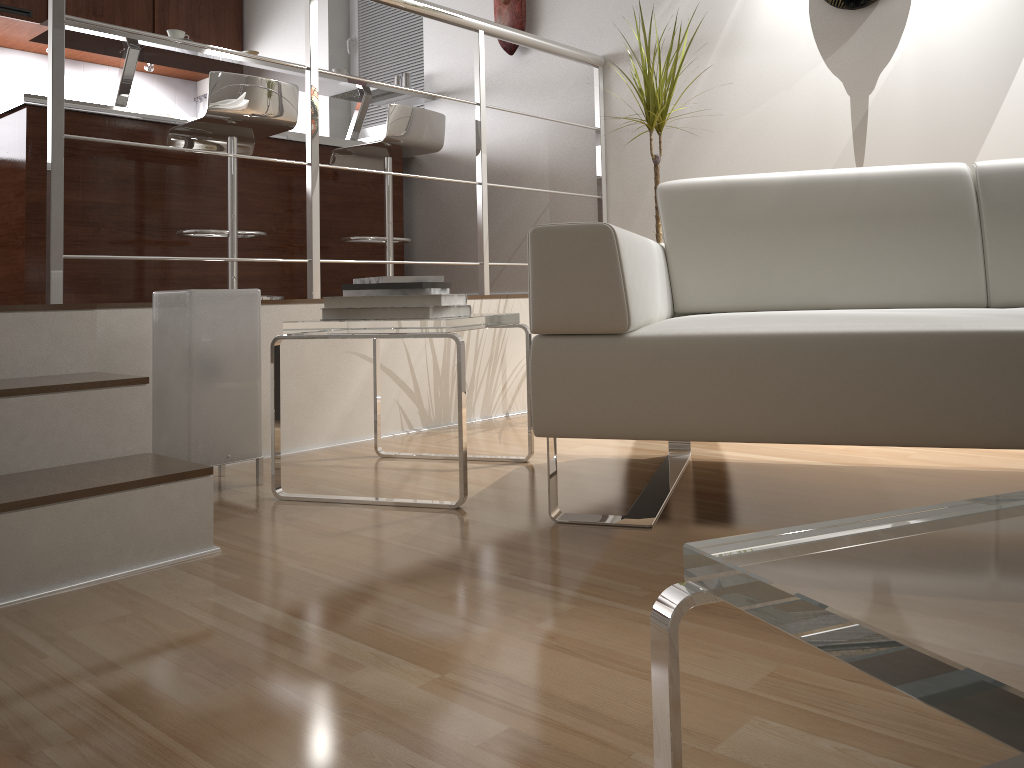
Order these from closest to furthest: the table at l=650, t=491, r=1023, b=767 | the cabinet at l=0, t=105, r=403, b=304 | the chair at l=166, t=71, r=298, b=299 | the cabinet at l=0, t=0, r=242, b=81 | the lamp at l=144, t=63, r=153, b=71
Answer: the table at l=650, t=491, r=1023, b=767, the chair at l=166, t=71, r=298, b=299, the cabinet at l=0, t=105, r=403, b=304, the cabinet at l=0, t=0, r=242, b=81, the lamp at l=144, t=63, r=153, b=71

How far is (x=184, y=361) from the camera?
2.05m

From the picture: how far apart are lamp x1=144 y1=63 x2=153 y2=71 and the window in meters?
1.3

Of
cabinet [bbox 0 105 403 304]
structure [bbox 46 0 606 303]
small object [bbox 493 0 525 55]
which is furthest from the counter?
structure [bbox 46 0 606 303]

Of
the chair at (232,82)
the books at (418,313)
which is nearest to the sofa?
the books at (418,313)

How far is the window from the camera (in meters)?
4.75

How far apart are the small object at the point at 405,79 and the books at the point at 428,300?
2.7m

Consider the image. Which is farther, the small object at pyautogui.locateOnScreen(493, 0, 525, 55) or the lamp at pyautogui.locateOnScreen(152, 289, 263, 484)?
the small object at pyautogui.locateOnScreen(493, 0, 525, 55)

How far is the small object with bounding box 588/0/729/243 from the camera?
2.9m

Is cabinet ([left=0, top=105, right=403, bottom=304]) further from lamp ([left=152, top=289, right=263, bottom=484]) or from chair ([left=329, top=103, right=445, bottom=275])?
lamp ([left=152, top=289, right=263, bottom=484])
